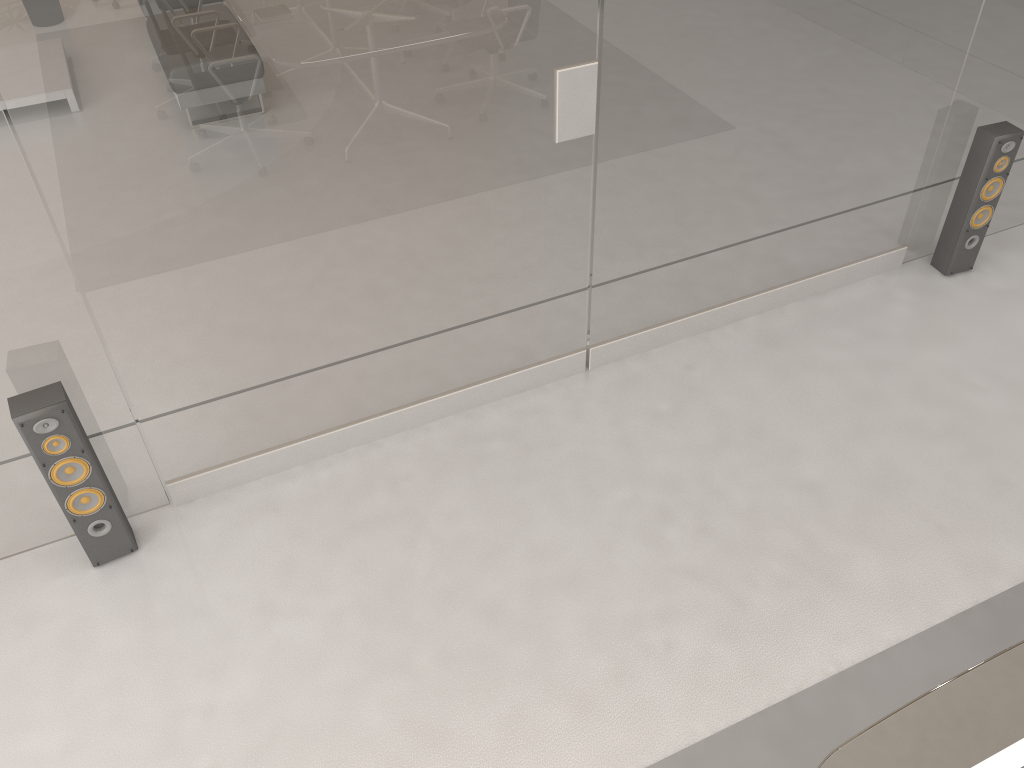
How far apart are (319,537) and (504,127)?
1.5 meters

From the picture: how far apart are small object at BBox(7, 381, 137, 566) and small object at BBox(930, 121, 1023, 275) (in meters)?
3.69

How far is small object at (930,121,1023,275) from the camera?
3.8 meters

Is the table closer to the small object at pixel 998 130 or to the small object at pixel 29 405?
the small object at pixel 29 405

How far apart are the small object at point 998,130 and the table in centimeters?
258cm

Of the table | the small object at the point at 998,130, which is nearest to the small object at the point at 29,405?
the table

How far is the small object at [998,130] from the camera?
3.8 meters

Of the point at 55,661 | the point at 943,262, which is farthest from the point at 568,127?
the point at 55,661

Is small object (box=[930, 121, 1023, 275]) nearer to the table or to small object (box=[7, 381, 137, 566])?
the table

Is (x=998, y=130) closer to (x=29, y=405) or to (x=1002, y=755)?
(x=1002, y=755)
